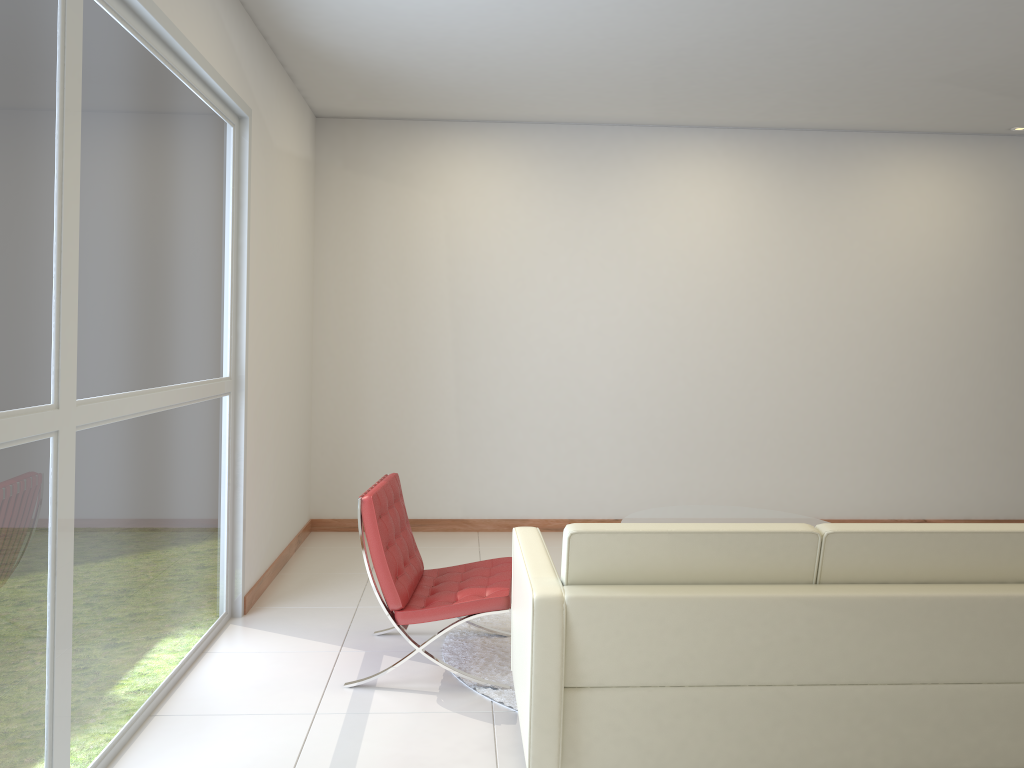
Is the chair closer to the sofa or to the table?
the sofa

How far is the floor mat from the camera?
3.9m

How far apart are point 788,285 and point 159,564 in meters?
5.2 m

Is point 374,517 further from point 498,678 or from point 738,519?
point 738,519

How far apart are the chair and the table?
1.25m

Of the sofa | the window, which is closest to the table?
the sofa

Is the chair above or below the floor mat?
above

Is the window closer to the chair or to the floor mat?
the chair

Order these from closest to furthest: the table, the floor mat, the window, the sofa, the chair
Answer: the window → the sofa → the chair → the floor mat → the table

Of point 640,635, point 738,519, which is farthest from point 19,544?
point 738,519
